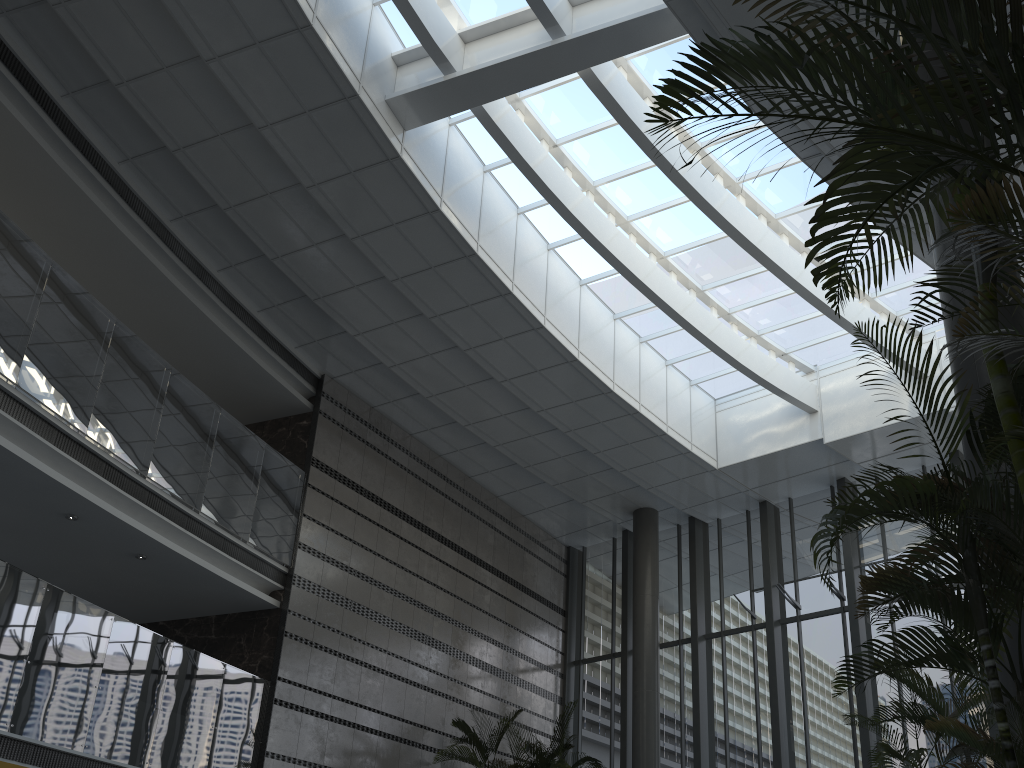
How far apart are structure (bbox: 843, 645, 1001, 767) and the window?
6.35m

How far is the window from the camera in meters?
11.6

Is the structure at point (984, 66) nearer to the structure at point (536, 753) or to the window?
the window

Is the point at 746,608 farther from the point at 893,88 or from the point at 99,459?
the point at 893,88

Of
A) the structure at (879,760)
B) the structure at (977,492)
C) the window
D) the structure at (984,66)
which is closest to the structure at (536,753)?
the window

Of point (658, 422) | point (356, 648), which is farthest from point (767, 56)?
point (658, 422)

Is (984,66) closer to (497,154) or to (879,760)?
(879,760)

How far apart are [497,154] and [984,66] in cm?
975

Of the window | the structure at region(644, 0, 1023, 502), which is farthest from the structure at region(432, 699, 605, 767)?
the structure at region(644, 0, 1023, 502)

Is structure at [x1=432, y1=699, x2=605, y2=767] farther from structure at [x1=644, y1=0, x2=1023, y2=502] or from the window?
structure at [x1=644, y1=0, x2=1023, y2=502]
